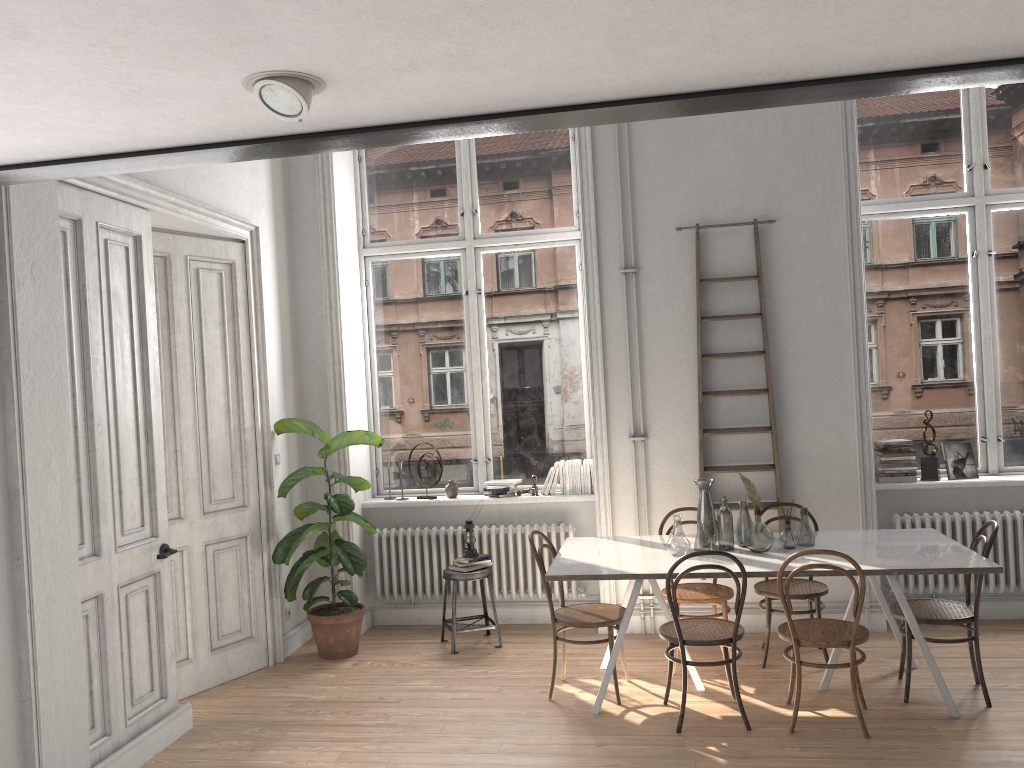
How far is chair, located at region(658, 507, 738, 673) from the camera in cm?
523

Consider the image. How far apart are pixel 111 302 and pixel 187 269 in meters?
1.1

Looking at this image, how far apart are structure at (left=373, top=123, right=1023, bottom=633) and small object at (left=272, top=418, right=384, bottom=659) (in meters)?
0.36

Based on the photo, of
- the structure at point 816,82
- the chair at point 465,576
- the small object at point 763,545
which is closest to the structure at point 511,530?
the chair at point 465,576

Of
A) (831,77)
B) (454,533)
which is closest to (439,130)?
(831,77)

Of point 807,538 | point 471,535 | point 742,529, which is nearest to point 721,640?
Answer: point 742,529

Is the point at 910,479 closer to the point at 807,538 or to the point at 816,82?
the point at 807,538

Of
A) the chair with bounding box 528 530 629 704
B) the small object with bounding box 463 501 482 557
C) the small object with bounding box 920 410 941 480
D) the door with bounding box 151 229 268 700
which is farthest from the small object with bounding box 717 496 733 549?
the door with bounding box 151 229 268 700

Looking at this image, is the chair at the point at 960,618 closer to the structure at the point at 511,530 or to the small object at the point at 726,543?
the small object at the point at 726,543

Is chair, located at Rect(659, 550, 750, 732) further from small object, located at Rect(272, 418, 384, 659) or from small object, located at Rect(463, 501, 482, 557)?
small object, located at Rect(272, 418, 384, 659)
